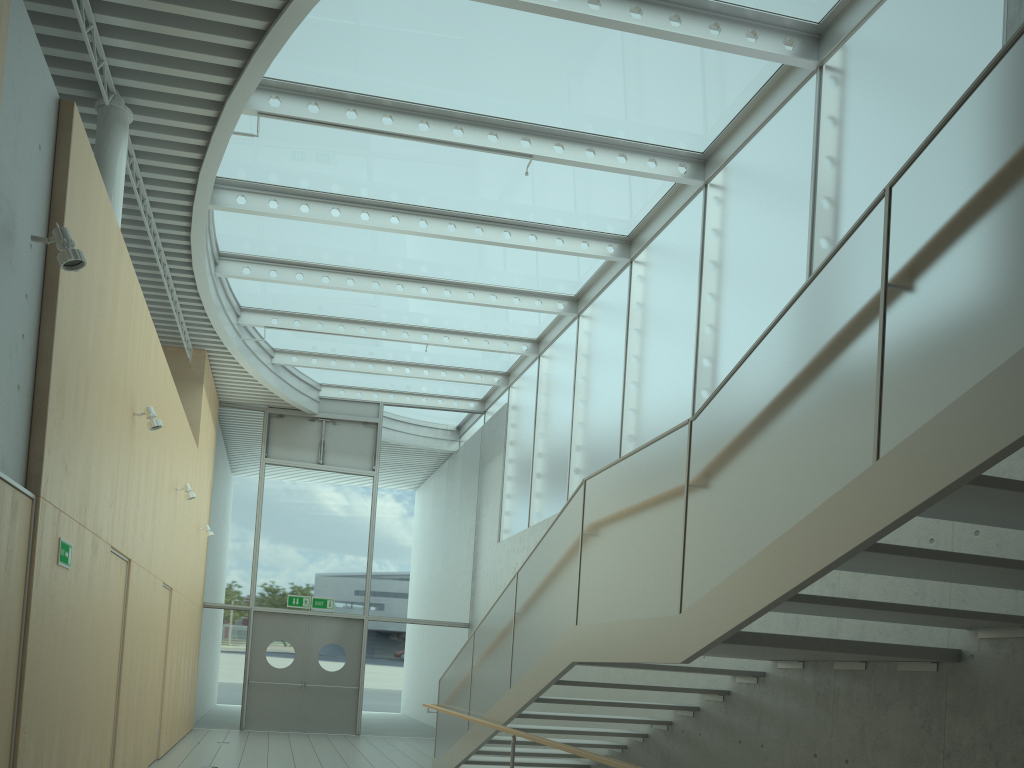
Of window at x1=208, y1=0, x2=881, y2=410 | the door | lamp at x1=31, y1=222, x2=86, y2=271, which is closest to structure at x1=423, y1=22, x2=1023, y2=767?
lamp at x1=31, y1=222, x2=86, y2=271

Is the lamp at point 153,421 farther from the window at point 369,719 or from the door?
the door

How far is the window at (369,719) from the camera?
14.46m

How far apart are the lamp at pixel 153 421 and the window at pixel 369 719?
8.3m

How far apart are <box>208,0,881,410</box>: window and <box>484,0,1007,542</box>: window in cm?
5

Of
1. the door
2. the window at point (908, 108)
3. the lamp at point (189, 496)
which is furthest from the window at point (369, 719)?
the lamp at point (189, 496)

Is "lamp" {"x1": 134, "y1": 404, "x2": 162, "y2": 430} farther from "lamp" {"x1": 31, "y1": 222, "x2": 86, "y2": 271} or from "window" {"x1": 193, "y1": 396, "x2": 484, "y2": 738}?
"window" {"x1": 193, "y1": 396, "x2": 484, "y2": 738}

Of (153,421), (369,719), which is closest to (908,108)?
(153,421)

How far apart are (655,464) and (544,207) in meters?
5.4

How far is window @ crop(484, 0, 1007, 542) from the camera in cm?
582
